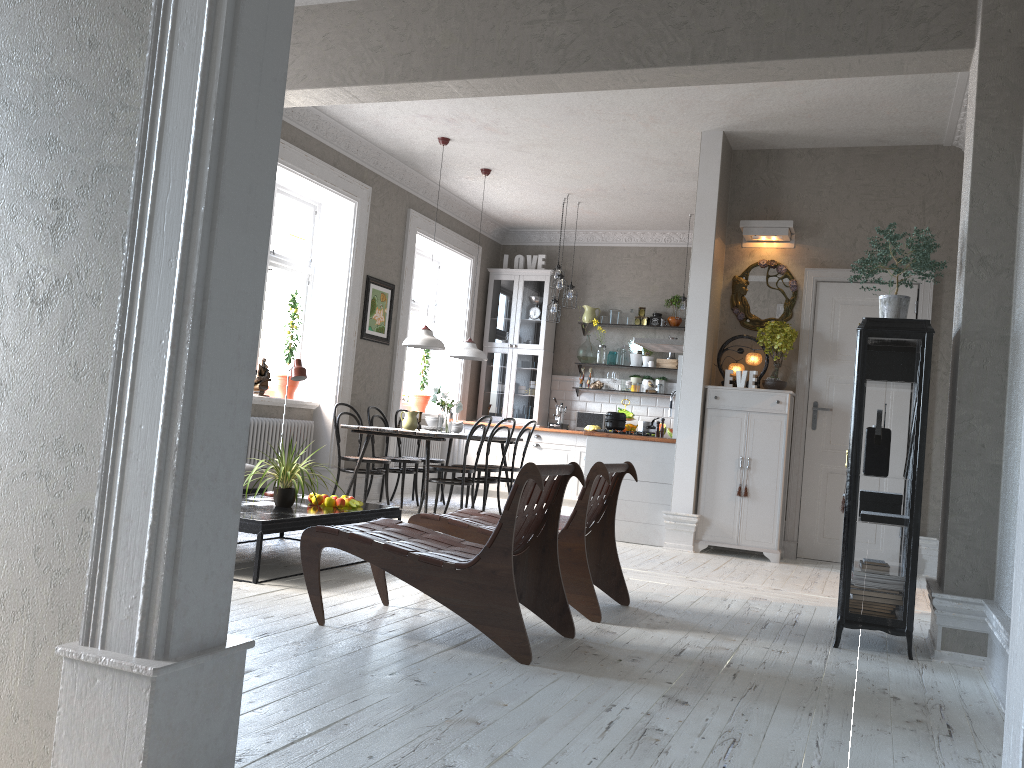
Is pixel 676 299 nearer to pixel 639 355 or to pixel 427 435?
pixel 639 355

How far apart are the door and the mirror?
0.19m

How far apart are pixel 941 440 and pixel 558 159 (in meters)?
4.00

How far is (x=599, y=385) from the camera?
10.6m

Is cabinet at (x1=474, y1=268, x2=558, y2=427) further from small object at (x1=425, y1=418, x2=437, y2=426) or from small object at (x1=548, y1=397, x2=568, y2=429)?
small object at (x1=425, y1=418, x2=437, y2=426)

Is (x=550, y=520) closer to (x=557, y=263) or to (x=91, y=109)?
(x=91, y=109)

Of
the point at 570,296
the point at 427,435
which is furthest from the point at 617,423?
the point at 570,296

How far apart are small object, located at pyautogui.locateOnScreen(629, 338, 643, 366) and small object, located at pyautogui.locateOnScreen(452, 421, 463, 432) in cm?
291

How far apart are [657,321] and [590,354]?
0.88m

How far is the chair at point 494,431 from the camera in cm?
783
